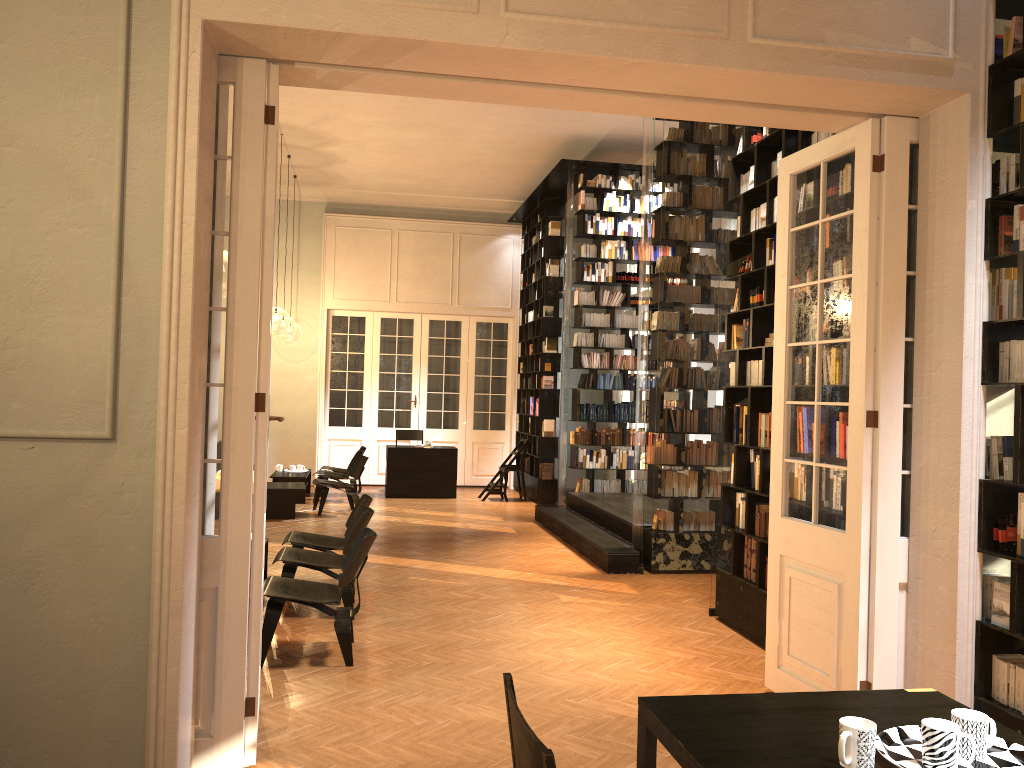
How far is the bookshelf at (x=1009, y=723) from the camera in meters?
3.9

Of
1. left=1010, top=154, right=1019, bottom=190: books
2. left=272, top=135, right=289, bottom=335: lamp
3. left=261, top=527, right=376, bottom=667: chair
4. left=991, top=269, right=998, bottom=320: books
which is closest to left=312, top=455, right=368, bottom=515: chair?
left=261, top=527, right=376, bottom=667: chair

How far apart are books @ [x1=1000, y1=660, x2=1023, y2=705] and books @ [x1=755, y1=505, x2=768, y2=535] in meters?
2.6

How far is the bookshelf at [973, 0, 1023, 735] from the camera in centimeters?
390cm

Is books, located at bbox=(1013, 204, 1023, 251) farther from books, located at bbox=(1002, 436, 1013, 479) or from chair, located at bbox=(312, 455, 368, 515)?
chair, located at bbox=(312, 455, 368, 515)

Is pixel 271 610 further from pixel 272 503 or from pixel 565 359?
pixel 565 359

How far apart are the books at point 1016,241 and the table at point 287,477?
11.1m

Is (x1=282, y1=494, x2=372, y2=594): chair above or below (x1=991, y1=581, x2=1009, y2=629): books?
below

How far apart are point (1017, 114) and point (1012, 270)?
0.7 meters

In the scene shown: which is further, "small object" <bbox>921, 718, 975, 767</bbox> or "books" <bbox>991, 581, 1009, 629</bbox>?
"books" <bbox>991, 581, 1009, 629</bbox>
